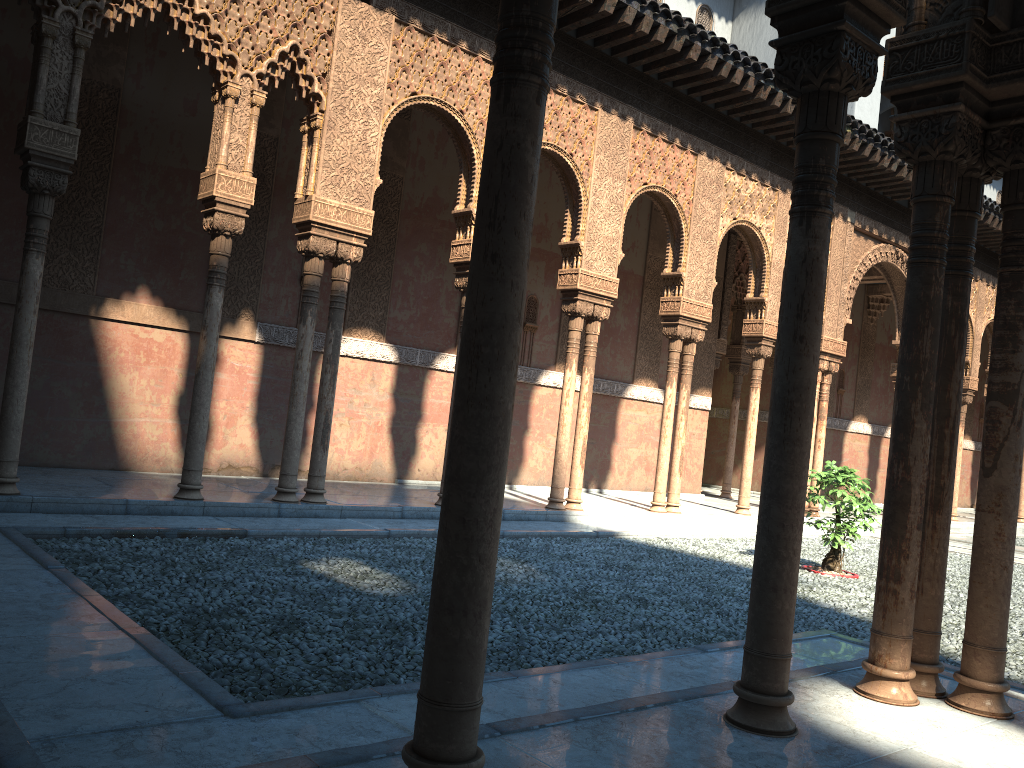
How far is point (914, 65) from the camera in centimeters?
433cm
